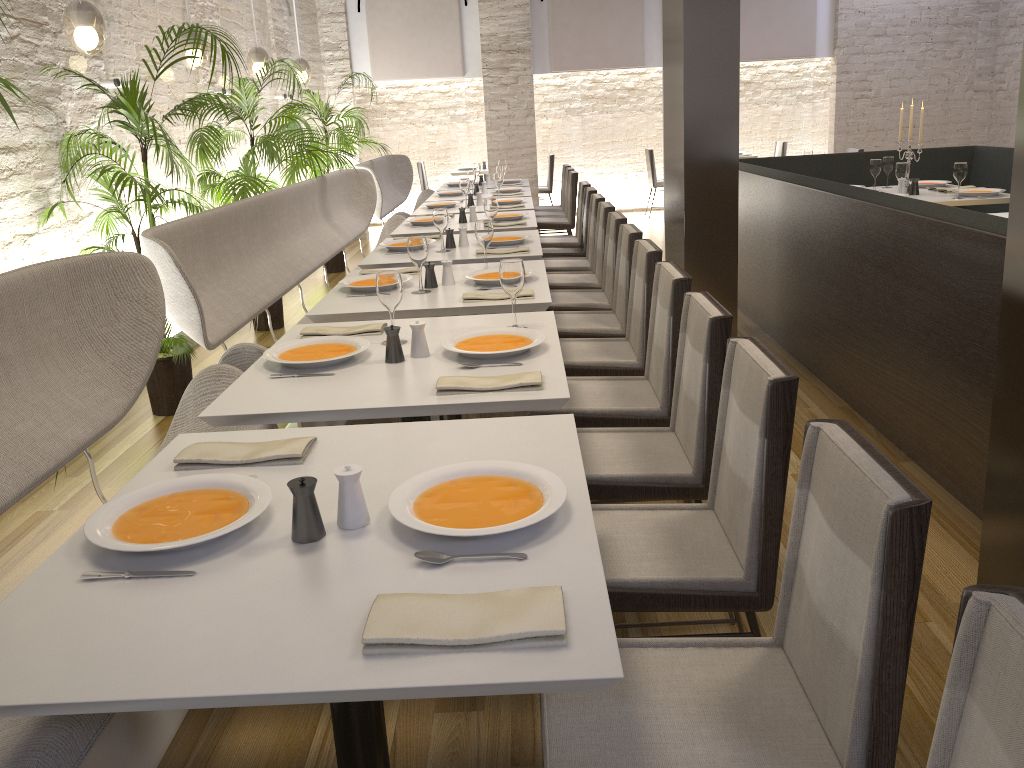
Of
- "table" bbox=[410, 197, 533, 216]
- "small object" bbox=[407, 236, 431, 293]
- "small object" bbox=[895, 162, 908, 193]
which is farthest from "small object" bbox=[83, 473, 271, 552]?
"small object" bbox=[895, 162, 908, 193]

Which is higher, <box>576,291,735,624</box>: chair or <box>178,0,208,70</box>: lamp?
<box>178,0,208,70</box>: lamp

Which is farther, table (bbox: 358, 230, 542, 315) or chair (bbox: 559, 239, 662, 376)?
table (bbox: 358, 230, 542, 315)

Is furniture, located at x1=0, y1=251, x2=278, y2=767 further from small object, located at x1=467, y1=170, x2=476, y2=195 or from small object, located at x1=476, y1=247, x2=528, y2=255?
small object, located at x1=467, y1=170, x2=476, y2=195

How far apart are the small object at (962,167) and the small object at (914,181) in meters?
0.4

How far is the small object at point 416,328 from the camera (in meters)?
2.63

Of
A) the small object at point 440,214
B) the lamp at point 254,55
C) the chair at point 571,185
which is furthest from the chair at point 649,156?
the small object at point 440,214

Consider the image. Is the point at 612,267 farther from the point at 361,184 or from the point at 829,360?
the point at 361,184

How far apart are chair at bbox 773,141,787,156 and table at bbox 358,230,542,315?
7.7m

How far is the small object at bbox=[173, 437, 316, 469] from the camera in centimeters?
188cm
